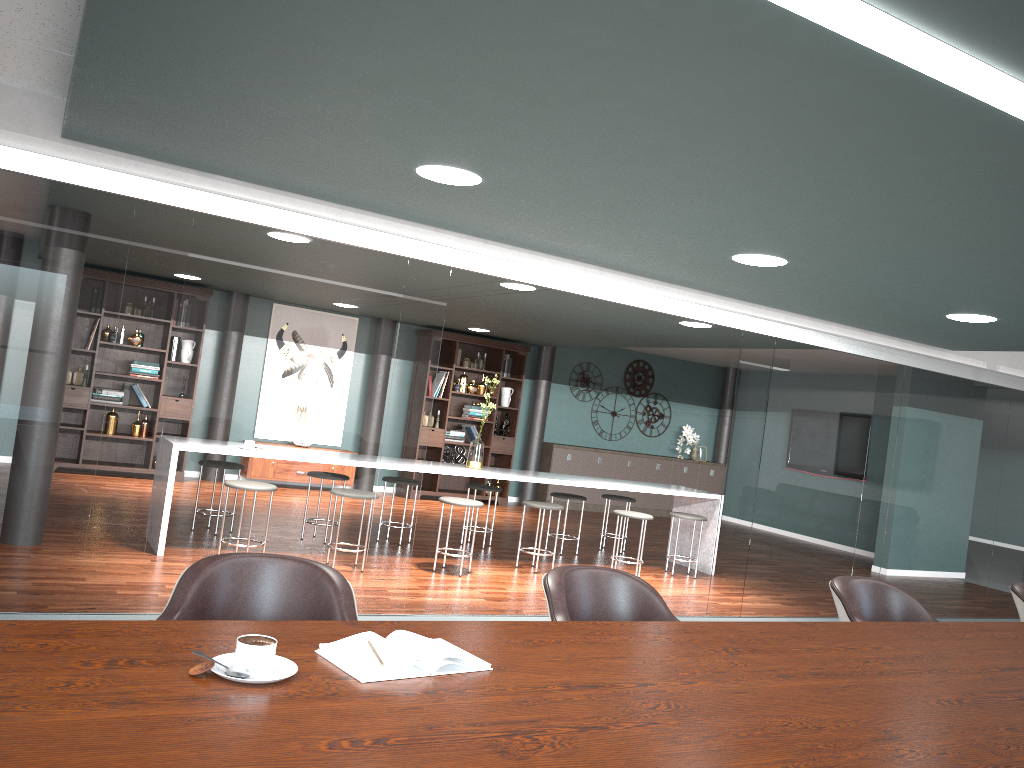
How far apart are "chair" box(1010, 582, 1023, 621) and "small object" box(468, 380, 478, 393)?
7.46m

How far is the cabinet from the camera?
11.4m

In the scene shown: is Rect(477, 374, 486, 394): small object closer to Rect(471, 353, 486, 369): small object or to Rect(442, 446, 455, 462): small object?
Rect(471, 353, 486, 369): small object

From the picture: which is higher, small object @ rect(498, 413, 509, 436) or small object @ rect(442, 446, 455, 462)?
small object @ rect(498, 413, 509, 436)

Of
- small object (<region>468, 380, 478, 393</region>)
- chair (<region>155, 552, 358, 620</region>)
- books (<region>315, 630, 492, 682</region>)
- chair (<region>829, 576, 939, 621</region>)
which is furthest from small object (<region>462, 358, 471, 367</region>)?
books (<region>315, 630, 492, 682</region>)

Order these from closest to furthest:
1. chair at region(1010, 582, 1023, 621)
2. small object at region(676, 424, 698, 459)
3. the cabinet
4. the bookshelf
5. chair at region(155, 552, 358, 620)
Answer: chair at region(155, 552, 358, 620) < chair at region(1010, 582, 1023, 621) < the bookshelf < the cabinet < small object at region(676, 424, 698, 459)

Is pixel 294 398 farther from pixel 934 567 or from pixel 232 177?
pixel 934 567

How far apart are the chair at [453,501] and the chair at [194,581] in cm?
394

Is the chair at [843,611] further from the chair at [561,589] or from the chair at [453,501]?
the chair at [453,501]

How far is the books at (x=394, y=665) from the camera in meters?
1.6
